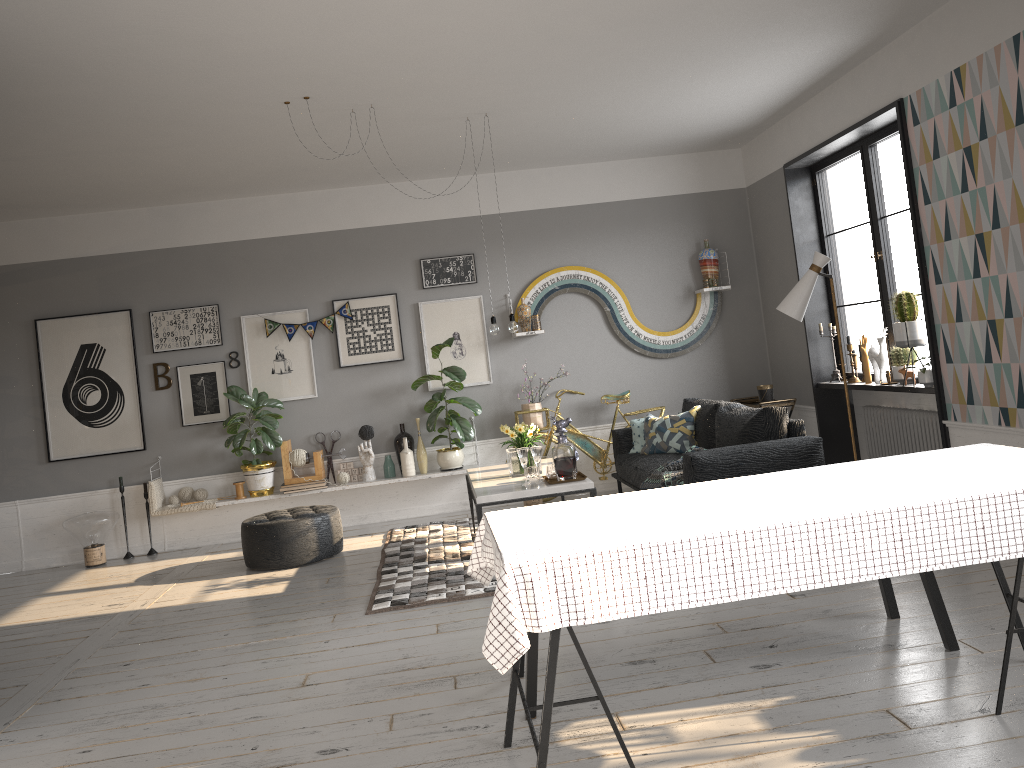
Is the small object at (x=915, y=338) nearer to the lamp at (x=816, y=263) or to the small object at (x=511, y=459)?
the lamp at (x=816, y=263)

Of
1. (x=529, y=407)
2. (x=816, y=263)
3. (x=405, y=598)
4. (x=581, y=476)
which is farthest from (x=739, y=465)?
(x=529, y=407)

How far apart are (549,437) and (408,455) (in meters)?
1.26

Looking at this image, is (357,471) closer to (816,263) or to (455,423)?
(455,423)

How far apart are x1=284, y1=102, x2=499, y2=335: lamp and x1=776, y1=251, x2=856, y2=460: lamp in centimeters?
192cm

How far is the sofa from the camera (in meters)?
5.41

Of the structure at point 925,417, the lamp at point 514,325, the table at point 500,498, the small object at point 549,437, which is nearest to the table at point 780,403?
the structure at point 925,417

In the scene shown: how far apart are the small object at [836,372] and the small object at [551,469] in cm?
284

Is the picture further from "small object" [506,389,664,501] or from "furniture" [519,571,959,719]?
"furniture" [519,571,959,719]

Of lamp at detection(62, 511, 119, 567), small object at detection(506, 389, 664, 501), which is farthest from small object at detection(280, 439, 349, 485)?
small object at detection(506, 389, 664, 501)
